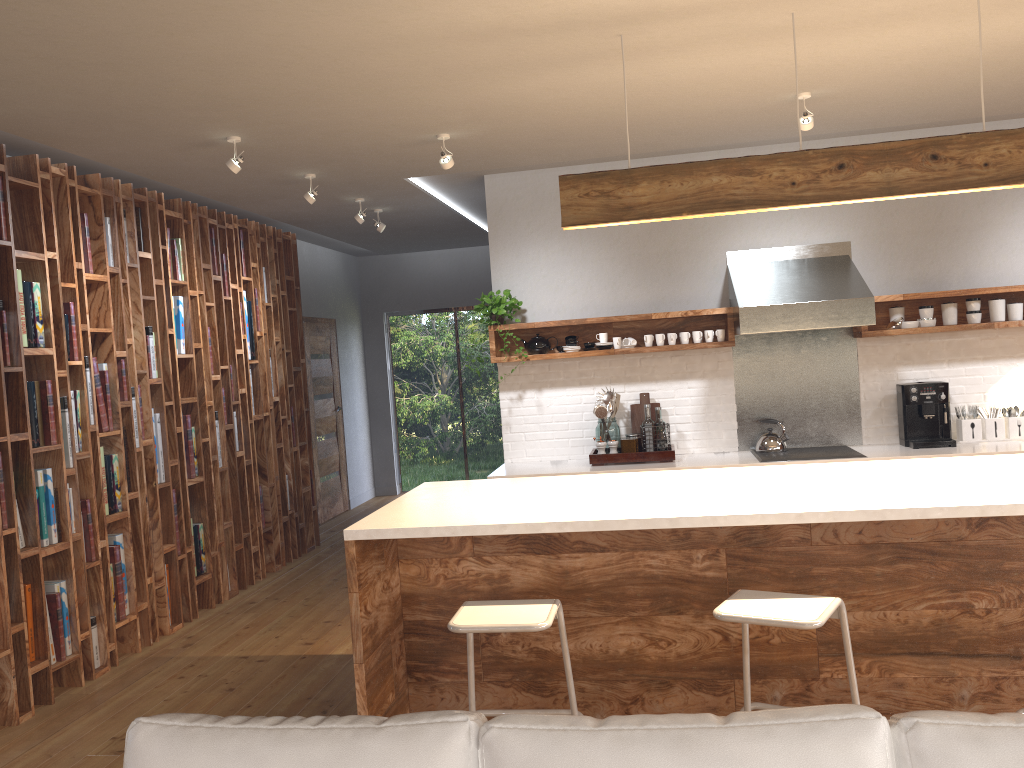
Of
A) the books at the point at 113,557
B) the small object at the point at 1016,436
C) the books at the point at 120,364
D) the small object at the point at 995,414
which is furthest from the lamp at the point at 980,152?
the books at the point at 113,557

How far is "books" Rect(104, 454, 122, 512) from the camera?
5.0 meters

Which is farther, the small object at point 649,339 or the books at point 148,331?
the small object at point 649,339

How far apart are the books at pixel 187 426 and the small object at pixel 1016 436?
4.91m

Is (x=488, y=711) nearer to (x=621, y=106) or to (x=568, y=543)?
(x=568, y=543)

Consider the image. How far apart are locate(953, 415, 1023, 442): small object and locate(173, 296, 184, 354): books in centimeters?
499cm

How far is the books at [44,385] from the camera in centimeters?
444cm

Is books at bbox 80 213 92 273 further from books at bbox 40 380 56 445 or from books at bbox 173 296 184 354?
books at bbox 173 296 184 354

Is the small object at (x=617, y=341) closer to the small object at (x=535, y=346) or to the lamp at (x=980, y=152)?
the small object at (x=535, y=346)

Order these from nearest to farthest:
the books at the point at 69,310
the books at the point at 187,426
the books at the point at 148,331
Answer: the books at the point at 69,310 → the books at the point at 148,331 → the books at the point at 187,426
